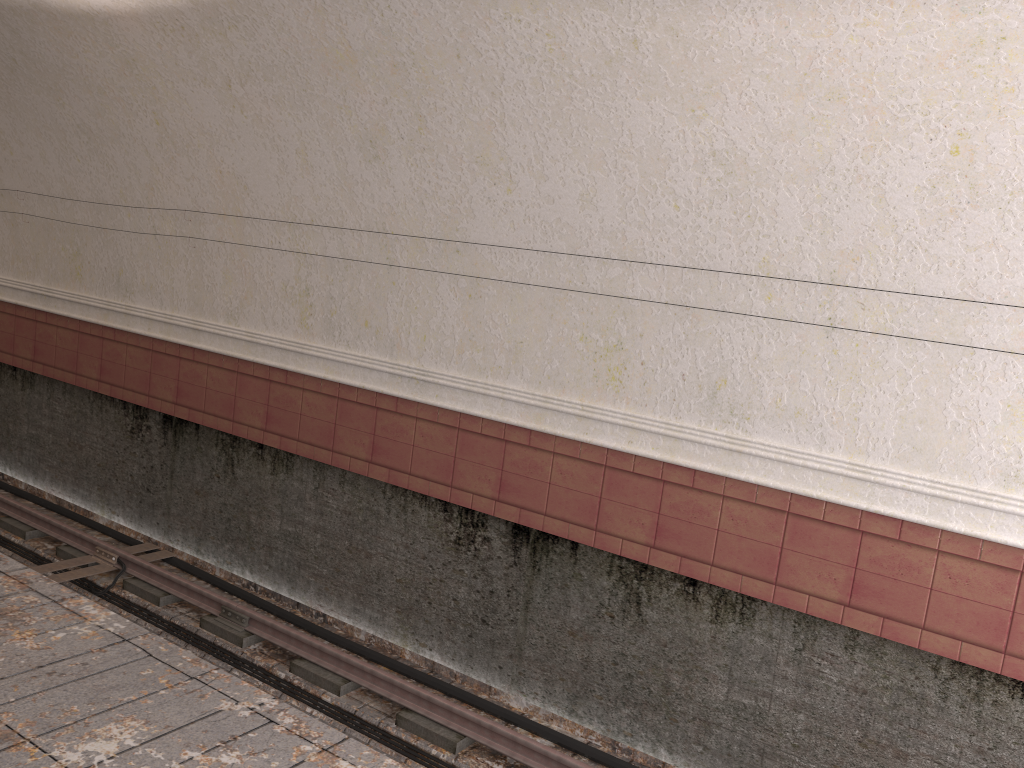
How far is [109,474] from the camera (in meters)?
8.93

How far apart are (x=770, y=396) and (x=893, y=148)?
1.53m
